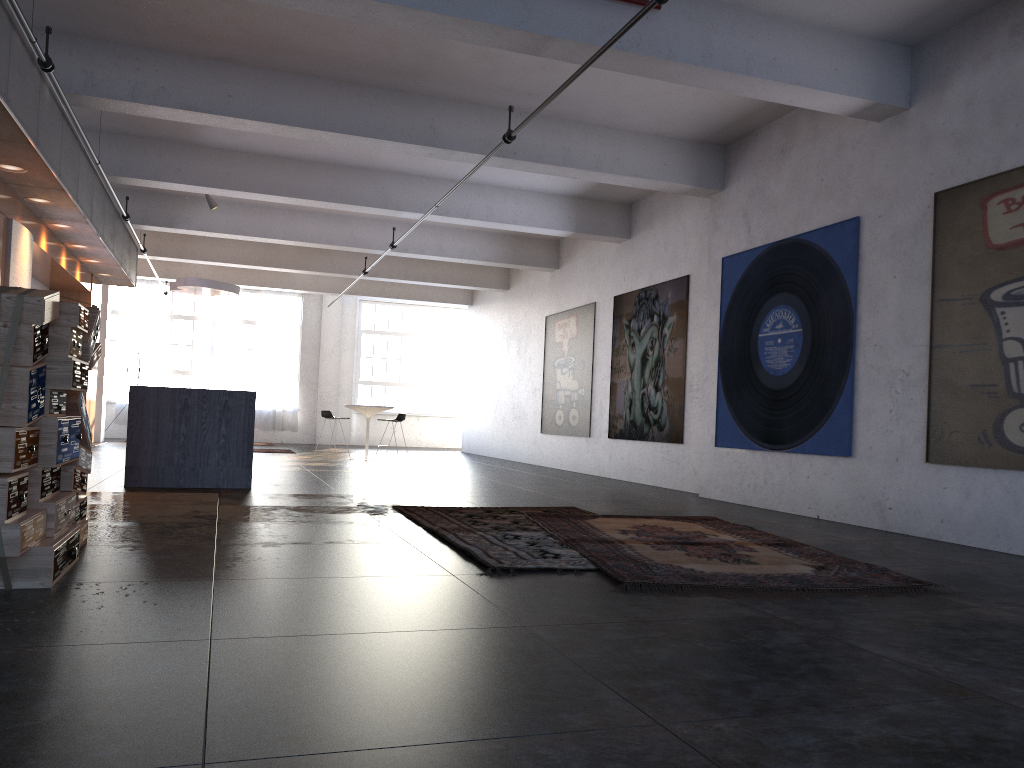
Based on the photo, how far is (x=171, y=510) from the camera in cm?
668

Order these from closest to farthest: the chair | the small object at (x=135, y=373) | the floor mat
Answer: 1. the floor mat
2. the chair
3. the small object at (x=135, y=373)

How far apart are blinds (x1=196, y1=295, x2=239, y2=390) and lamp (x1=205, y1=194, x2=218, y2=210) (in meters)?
9.27

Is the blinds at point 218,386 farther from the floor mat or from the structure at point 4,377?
the structure at point 4,377

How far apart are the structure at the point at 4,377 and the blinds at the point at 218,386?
17.1m

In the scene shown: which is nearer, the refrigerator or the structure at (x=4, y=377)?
the structure at (x=4, y=377)

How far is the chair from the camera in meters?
15.0

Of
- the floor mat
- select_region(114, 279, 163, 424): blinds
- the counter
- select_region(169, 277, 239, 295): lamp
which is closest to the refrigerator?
the counter

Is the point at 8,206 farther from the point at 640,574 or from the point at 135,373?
the point at 135,373

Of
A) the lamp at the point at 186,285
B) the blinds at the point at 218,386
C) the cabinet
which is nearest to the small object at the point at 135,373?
the blinds at the point at 218,386
